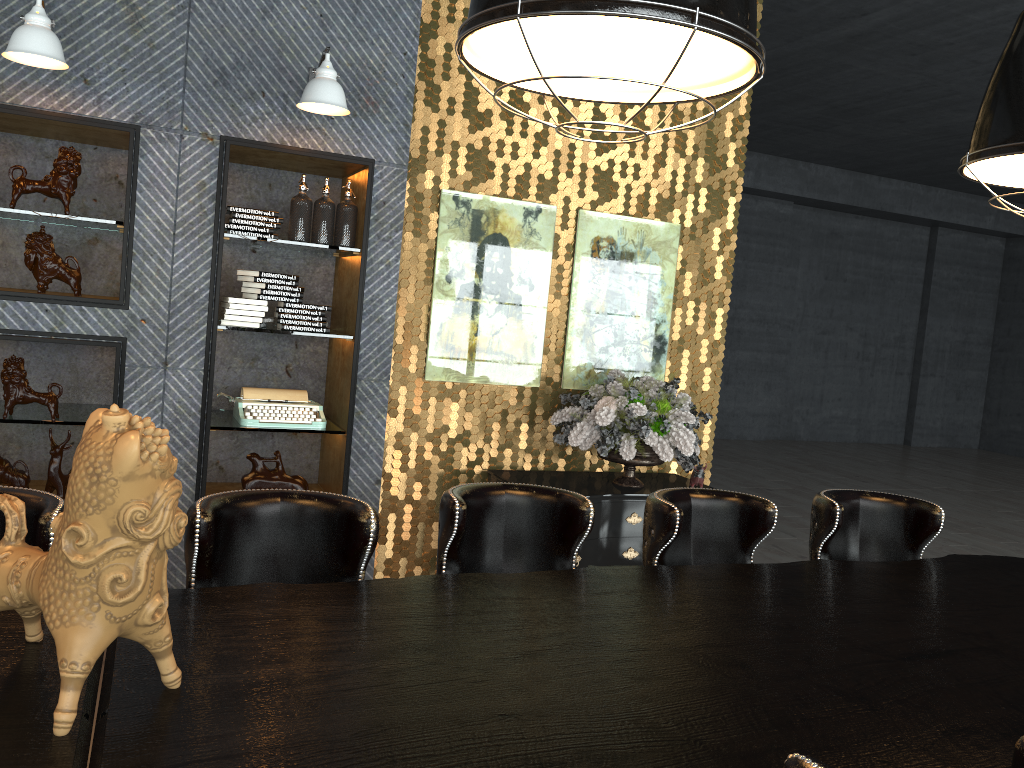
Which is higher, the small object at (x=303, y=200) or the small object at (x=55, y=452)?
the small object at (x=303, y=200)

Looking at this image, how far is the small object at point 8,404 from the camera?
4.0m

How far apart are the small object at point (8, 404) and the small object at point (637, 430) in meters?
2.5 m

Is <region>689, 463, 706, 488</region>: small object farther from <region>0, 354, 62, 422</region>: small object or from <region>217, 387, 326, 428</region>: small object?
<region>0, 354, 62, 422</region>: small object

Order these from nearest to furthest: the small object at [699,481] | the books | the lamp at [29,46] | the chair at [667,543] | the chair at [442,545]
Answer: the chair at [442,545], the chair at [667,543], the lamp at [29,46], the books, the small object at [699,481]

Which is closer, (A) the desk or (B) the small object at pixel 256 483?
(A) the desk

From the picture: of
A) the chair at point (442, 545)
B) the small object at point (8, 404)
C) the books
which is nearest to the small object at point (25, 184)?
the small object at point (8, 404)

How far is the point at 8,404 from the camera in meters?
4.0 m

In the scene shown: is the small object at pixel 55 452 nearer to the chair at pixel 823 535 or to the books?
the books

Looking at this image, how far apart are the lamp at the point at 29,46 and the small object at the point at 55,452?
1.7 meters
